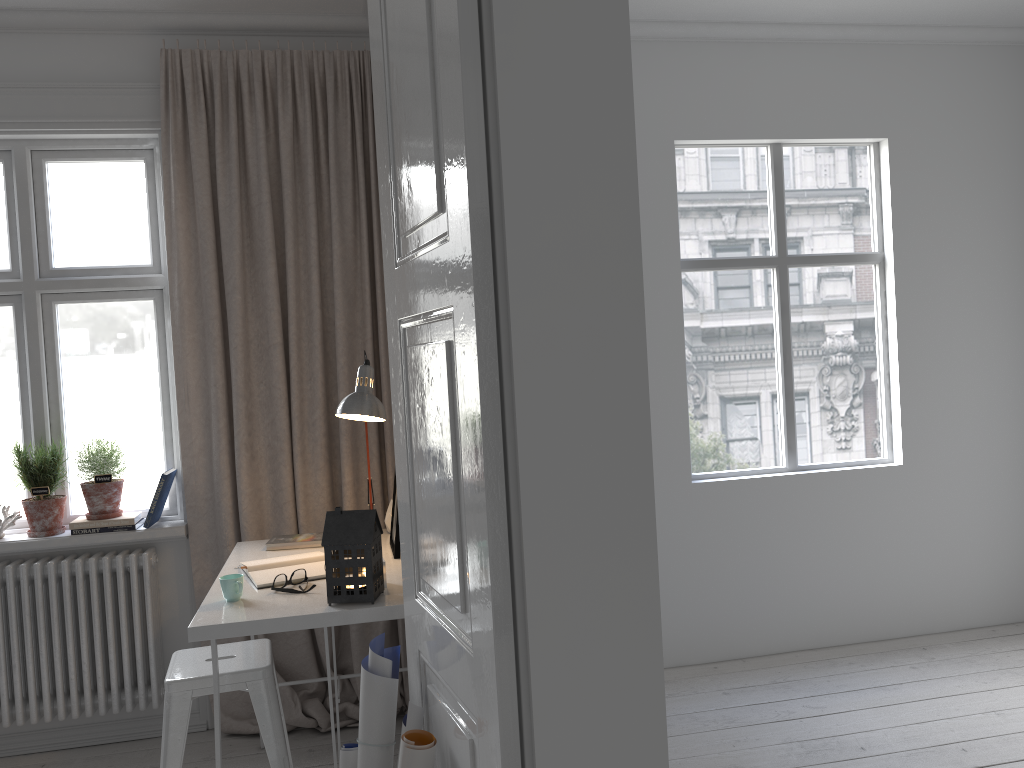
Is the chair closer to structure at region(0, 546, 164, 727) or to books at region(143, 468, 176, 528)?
structure at region(0, 546, 164, 727)

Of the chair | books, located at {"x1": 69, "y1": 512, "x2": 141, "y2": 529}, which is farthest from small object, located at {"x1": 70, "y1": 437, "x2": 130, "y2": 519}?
the chair

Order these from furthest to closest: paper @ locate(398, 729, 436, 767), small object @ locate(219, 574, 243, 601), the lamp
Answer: the lamp → small object @ locate(219, 574, 243, 601) → paper @ locate(398, 729, 436, 767)

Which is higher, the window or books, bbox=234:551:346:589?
the window

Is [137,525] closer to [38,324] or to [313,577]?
[38,324]

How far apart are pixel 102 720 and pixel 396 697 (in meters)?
2.11

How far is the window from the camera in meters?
3.4 m

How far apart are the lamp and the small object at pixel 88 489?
1.1 meters

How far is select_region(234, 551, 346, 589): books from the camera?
2.61m

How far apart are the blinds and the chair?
0.40m
